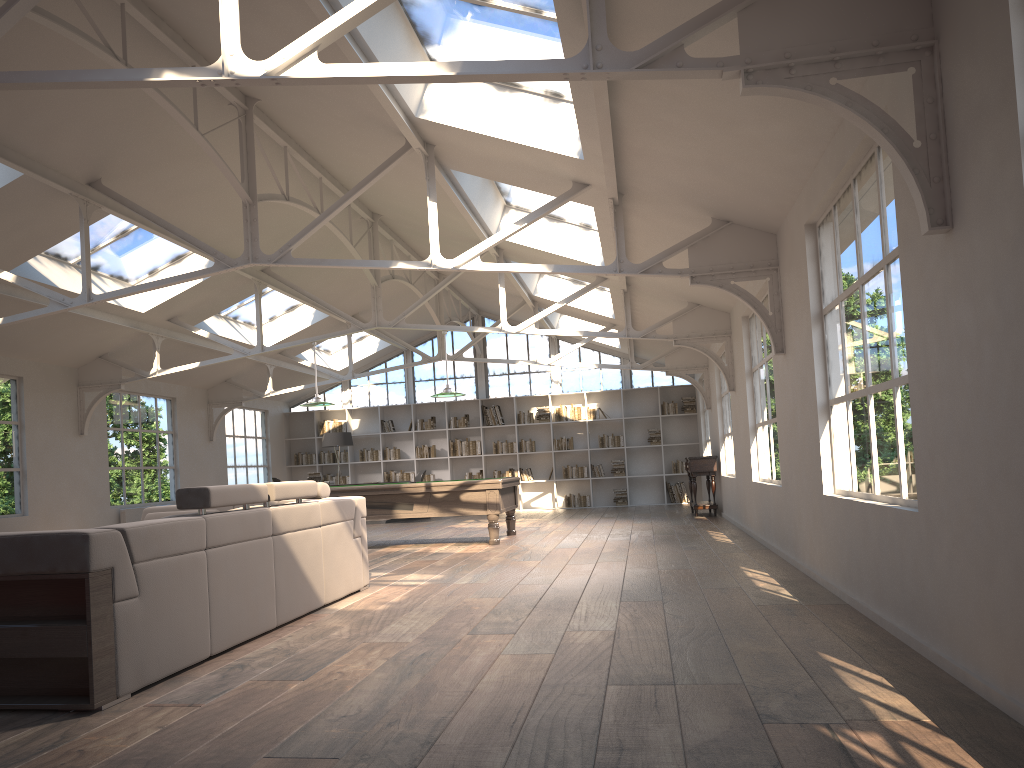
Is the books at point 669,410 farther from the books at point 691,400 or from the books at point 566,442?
the books at point 566,442

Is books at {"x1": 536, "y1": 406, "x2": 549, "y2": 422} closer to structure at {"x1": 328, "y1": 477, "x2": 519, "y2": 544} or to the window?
the window

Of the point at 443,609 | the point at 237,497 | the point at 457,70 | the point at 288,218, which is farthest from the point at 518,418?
the point at 457,70

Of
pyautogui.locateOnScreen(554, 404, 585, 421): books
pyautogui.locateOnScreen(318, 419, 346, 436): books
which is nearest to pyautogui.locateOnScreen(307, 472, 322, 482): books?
pyautogui.locateOnScreen(318, 419, 346, 436): books

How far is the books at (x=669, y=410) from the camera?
17.6m

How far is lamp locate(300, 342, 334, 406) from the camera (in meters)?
11.10

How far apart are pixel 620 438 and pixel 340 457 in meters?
5.8

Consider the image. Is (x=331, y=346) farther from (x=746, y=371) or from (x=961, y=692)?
(x=961, y=692)

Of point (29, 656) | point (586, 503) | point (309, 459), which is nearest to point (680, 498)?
point (586, 503)

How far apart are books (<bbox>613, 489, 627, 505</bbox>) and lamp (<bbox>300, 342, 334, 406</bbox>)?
8.1m
